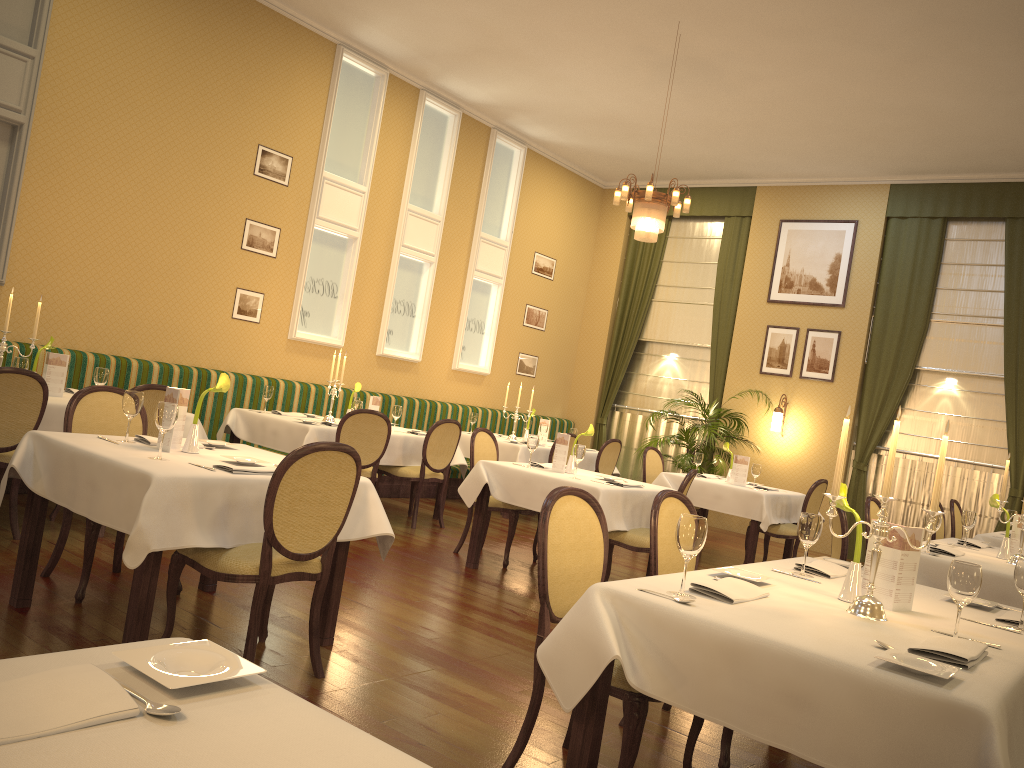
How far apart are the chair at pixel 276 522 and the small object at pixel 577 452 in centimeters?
257cm

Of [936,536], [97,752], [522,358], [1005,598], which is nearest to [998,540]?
[936,536]

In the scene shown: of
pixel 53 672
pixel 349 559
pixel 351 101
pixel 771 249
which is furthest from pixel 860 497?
pixel 53 672

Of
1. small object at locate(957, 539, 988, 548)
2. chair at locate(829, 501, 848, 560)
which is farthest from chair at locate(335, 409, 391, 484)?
small object at locate(957, 539, 988, 548)

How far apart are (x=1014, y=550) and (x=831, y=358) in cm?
556

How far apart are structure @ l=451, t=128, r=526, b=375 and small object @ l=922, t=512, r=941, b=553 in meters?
6.7 m

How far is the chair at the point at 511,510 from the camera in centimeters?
642cm

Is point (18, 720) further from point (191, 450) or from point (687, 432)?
point (687, 432)

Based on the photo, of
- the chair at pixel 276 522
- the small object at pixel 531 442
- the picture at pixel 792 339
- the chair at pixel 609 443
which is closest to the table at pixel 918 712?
the chair at pixel 276 522

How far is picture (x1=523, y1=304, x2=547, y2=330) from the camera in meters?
11.8
